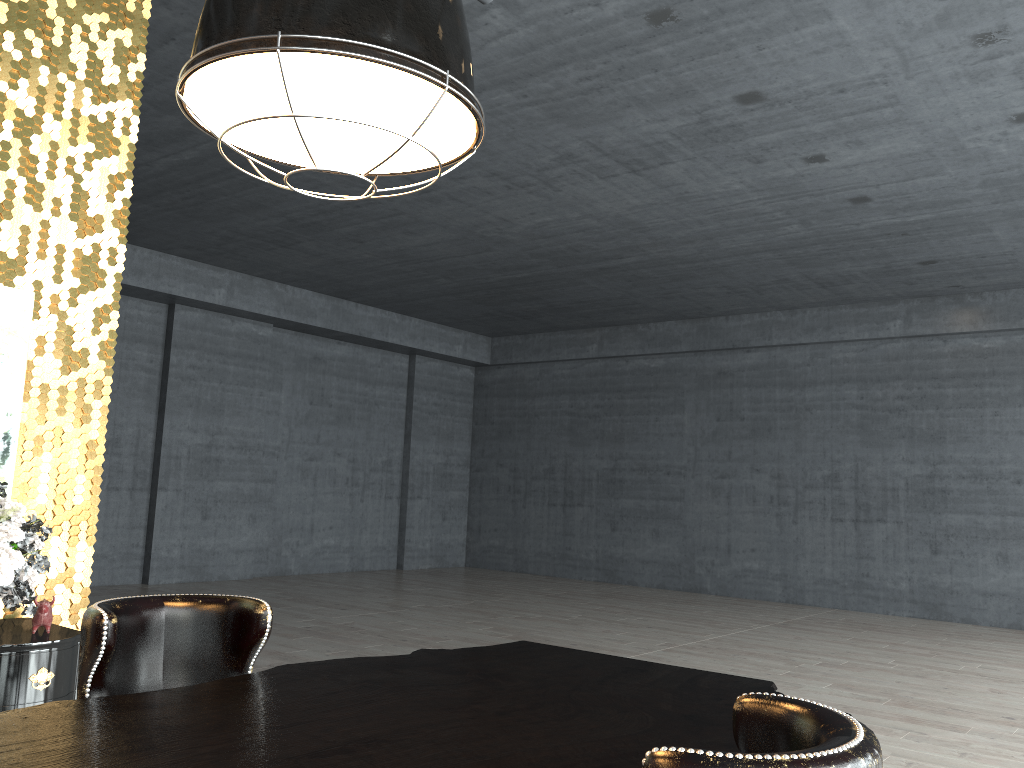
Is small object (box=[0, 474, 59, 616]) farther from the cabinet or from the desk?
the desk

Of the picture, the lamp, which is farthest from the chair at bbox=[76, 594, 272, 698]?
the picture

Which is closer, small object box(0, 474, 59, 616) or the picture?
small object box(0, 474, 59, 616)

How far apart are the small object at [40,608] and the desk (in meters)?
1.98

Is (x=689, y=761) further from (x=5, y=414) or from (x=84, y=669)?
(x=5, y=414)

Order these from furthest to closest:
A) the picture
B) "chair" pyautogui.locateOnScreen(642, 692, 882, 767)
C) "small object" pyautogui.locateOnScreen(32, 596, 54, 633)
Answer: the picture
"small object" pyautogui.locateOnScreen(32, 596, 54, 633)
"chair" pyautogui.locateOnScreen(642, 692, 882, 767)

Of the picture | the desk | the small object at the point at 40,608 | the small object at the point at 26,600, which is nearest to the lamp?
the desk

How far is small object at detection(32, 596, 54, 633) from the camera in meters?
3.8 m

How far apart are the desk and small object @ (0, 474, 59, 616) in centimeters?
165cm

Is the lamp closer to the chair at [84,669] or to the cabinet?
the chair at [84,669]
